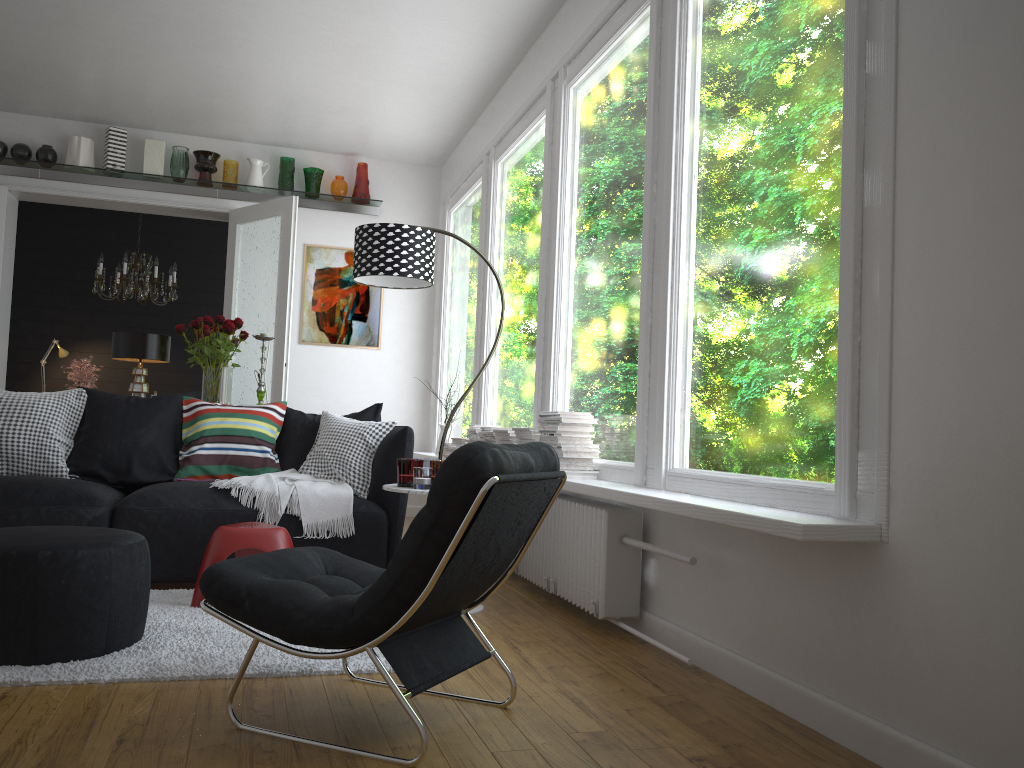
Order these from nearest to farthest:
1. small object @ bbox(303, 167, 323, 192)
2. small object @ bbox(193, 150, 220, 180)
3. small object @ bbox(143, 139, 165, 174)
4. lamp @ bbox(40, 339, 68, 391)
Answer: small object @ bbox(143, 139, 165, 174) < small object @ bbox(193, 150, 220, 180) < small object @ bbox(303, 167, 323, 192) < lamp @ bbox(40, 339, 68, 391)

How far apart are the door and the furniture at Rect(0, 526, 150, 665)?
3.7 meters

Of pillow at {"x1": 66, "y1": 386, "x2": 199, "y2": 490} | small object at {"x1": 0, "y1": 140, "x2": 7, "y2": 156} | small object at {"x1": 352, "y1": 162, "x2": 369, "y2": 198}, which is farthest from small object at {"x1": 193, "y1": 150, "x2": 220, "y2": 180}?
pillow at {"x1": 66, "y1": 386, "x2": 199, "y2": 490}

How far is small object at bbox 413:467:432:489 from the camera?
3.62m

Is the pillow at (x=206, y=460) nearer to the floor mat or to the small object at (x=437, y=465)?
the floor mat

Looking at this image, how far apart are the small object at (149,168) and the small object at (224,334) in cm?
262

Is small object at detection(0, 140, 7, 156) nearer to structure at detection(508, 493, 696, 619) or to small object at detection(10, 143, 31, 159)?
small object at detection(10, 143, 31, 159)

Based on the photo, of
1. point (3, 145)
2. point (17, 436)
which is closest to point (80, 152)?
point (3, 145)

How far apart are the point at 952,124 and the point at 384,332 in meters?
6.0 m

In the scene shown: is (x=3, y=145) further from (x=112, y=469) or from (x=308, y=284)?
(x=112, y=469)
